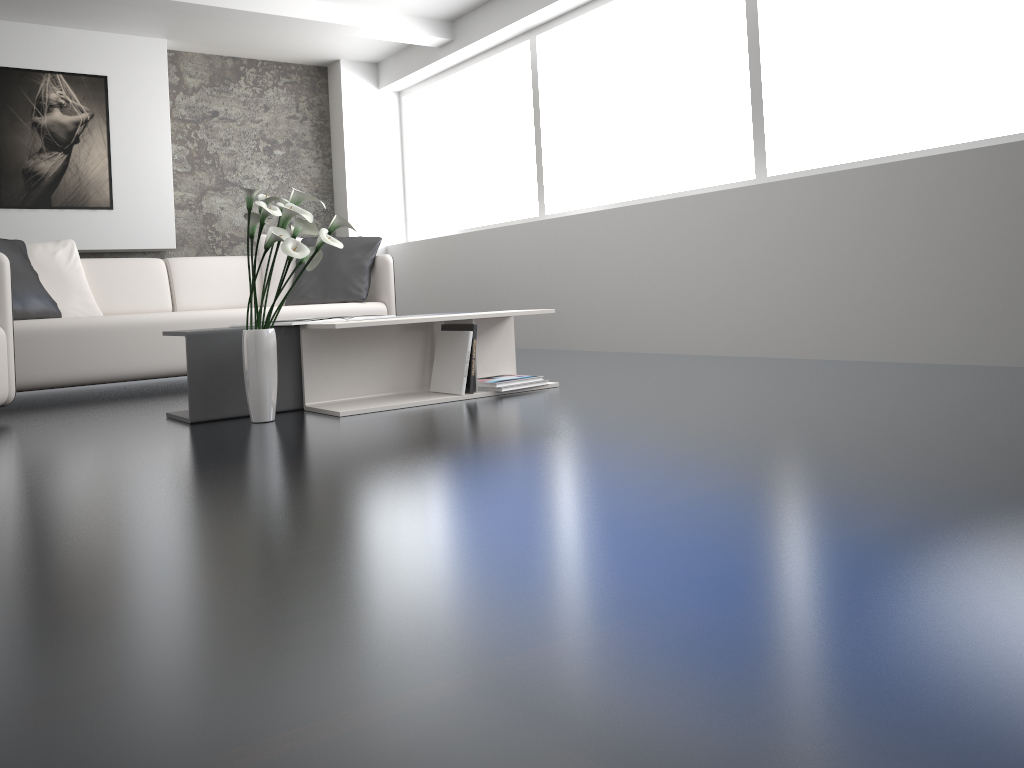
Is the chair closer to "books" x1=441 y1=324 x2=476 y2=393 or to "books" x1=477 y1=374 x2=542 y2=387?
"books" x1=441 y1=324 x2=476 y2=393

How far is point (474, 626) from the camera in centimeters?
107cm

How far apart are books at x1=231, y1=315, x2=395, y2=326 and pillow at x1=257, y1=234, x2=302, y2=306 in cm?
215

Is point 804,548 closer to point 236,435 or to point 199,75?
point 236,435

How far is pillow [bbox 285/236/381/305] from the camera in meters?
5.1 m

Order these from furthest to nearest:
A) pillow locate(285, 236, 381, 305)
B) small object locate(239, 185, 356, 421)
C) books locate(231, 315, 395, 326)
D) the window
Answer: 1. pillow locate(285, 236, 381, 305)
2. the window
3. books locate(231, 315, 395, 326)
4. small object locate(239, 185, 356, 421)

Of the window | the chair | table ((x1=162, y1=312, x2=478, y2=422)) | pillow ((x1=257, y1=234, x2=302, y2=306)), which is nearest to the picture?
pillow ((x1=257, y1=234, x2=302, y2=306))

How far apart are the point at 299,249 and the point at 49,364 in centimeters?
200cm

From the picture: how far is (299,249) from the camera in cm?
281

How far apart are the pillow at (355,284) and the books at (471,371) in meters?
1.7 m
